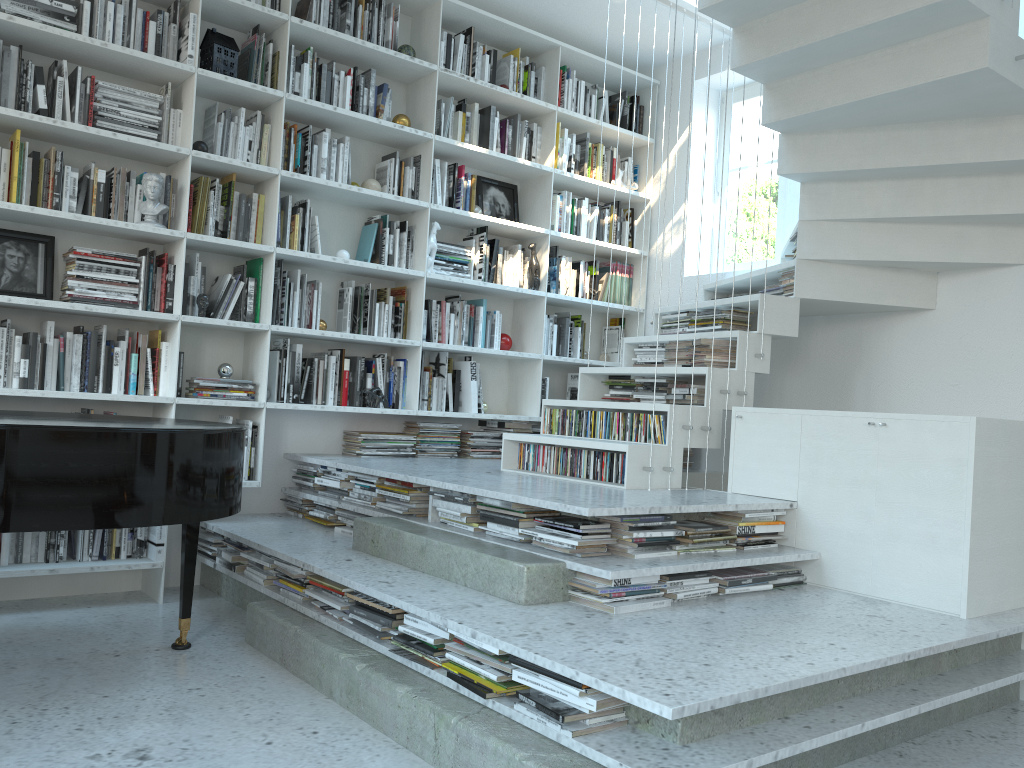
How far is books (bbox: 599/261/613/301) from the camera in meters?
5.7 m

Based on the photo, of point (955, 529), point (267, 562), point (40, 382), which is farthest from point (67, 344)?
point (955, 529)

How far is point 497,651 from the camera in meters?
2.3 m

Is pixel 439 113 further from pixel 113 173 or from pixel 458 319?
pixel 113 173

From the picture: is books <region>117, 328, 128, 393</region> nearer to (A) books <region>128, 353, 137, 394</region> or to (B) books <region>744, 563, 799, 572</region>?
(A) books <region>128, 353, 137, 394</region>

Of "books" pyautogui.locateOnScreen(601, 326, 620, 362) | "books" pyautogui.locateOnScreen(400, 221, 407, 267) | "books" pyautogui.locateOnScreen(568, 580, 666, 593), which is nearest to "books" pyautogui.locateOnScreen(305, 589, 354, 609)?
"books" pyautogui.locateOnScreen(568, 580, 666, 593)

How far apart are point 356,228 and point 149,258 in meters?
1.2 m

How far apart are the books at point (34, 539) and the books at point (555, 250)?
3.2m

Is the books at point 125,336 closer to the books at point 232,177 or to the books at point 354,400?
the books at point 232,177

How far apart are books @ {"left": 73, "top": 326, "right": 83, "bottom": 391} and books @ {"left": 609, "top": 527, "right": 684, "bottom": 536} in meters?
2.6 m
